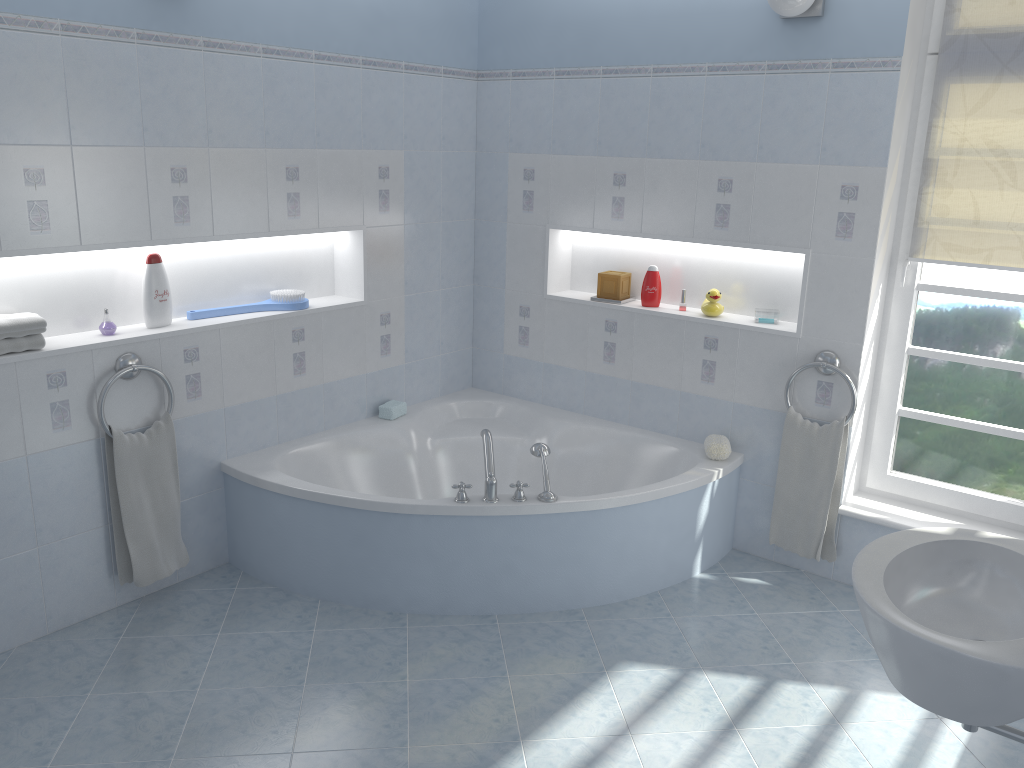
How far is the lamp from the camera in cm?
317

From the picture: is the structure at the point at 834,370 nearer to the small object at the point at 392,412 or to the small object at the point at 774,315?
the small object at the point at 774,315

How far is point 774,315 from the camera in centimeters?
372cm

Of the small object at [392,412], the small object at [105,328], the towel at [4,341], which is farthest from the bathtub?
the towel at [4,341]

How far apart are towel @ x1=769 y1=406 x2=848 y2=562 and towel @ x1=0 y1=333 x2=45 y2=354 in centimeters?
277cm

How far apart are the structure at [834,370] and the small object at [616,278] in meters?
0.9 m

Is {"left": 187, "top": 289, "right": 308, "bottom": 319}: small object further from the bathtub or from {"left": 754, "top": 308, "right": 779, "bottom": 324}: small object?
{"left": 754, "top": 308, "right": 779, "bottom": 324}: small object

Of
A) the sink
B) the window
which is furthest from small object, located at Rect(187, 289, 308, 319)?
the sink

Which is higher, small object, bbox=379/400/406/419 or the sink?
the sink

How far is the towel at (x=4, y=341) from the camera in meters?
2.8
